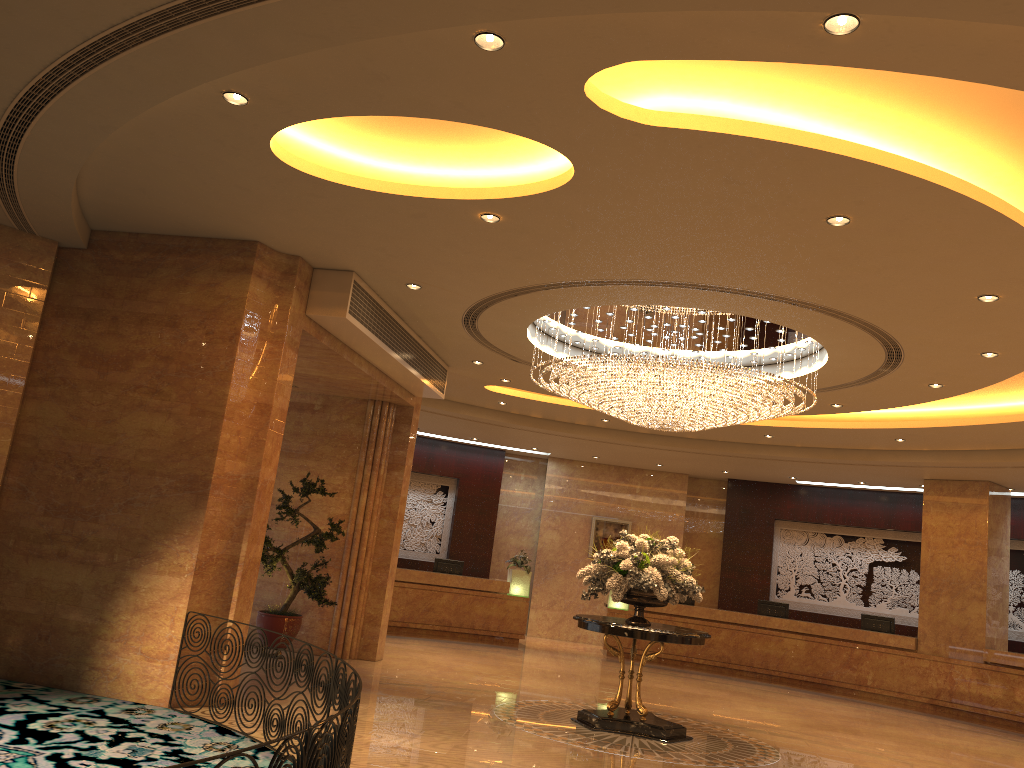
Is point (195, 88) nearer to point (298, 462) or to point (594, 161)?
point (594, 161)

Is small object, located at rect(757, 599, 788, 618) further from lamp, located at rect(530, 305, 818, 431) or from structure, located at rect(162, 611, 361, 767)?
structure, located at rect(162, 611, 361, 767)

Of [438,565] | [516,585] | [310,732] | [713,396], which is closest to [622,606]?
[516,585]

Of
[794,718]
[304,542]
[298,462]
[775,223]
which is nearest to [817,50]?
[775,223]

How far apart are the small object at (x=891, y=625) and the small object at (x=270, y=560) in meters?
10.5 m

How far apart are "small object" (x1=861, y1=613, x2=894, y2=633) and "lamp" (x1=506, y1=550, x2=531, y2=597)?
6.38m

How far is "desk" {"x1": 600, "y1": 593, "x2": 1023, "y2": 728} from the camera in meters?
14.6

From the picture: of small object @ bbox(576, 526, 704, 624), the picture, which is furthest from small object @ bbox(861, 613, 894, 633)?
small object @ bbox(576, 526, 704, 624)

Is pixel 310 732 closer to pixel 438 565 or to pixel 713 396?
pixel 713 396

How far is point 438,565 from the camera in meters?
17.6
